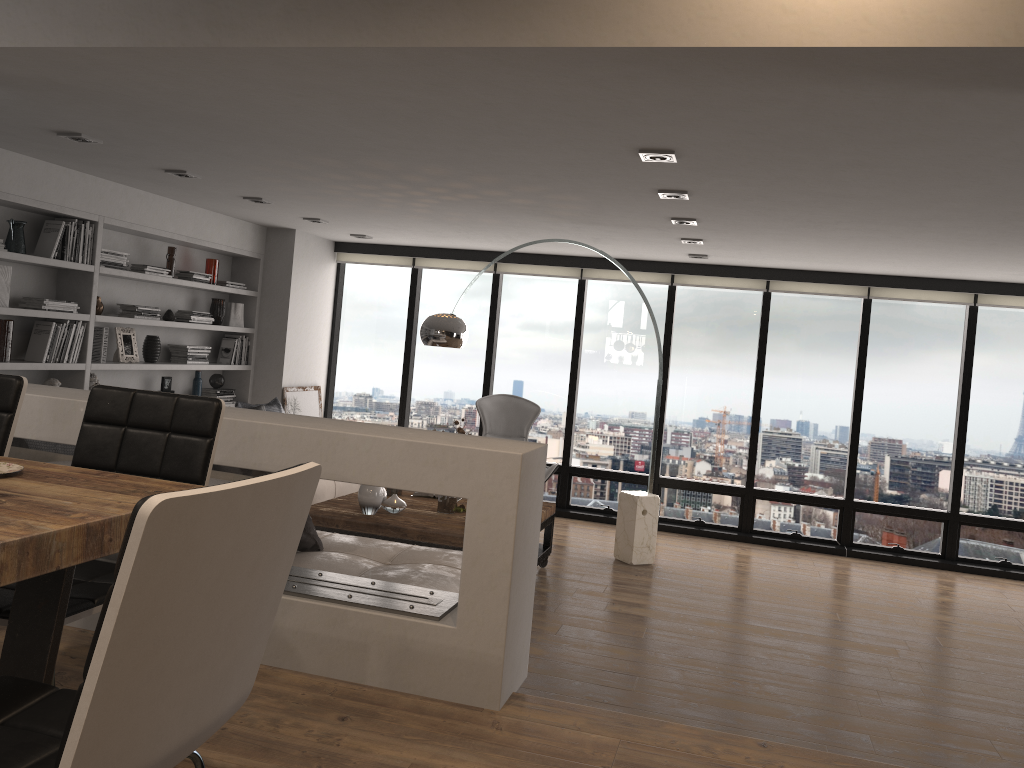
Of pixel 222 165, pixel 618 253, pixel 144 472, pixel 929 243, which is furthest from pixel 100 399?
pixel 618 253

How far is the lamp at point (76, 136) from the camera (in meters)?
4.61

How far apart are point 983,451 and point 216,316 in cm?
673

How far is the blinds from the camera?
7.5 meters

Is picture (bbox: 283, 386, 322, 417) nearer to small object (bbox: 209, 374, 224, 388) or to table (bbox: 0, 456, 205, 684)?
small object (bbox: 209, 374, 224, 388)

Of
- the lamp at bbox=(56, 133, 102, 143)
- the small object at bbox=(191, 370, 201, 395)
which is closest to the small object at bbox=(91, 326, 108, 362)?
the small object at bbox=(191, 370, 201, 395)

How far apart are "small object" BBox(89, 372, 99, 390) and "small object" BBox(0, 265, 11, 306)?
1.0m

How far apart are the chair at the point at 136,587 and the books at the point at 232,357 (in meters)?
6.62

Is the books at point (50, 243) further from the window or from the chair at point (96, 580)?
the chair at point (96, 580)

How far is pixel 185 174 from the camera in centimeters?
551cm
